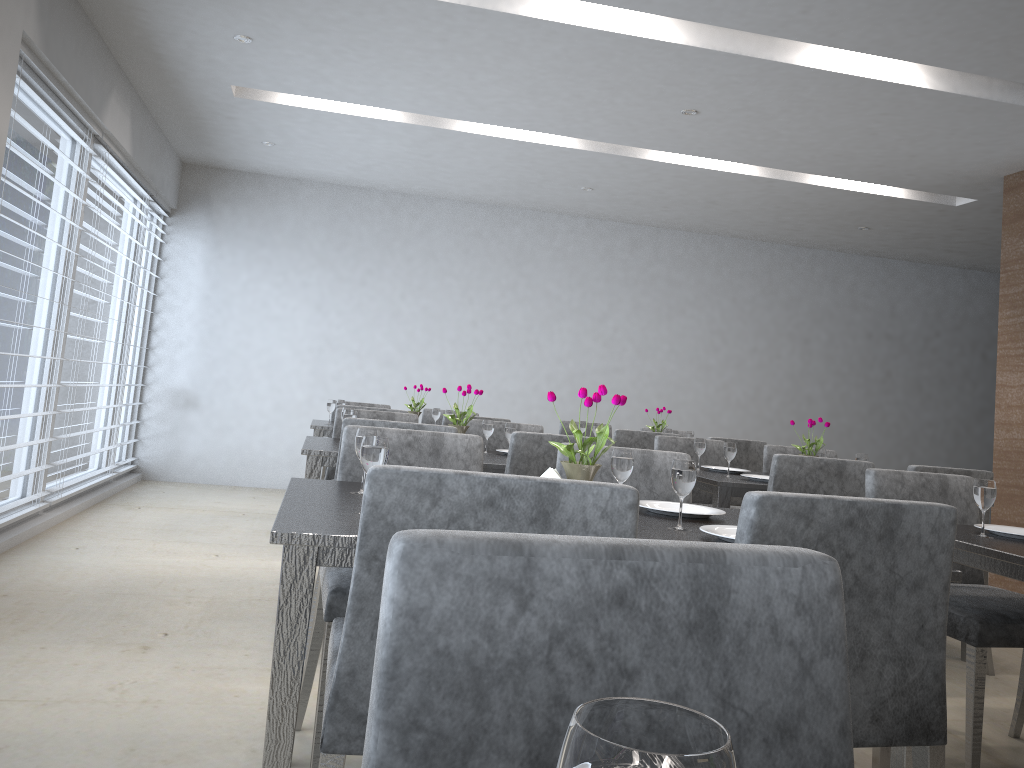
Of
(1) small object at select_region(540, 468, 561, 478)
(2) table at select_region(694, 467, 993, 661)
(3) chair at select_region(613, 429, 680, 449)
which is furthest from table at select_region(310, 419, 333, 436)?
(1) small object at select_region(540, 468, 561, 478)

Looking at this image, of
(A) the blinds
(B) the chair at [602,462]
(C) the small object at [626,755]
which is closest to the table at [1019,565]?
(B) the chair at [602,462]

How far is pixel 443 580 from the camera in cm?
63

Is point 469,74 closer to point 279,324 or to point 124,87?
point 124,87

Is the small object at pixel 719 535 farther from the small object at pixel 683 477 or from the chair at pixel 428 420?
the chair at pixel 428 420

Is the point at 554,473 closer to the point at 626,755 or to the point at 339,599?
the point at 339,599

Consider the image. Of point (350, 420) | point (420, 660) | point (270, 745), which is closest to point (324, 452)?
point (350, 420)

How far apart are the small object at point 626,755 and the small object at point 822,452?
3.9 meters

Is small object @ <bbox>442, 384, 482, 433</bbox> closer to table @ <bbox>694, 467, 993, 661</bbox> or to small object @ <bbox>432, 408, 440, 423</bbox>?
table @ <bbox>694, 467, 993, 661</bbox>

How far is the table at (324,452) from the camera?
3.04m
